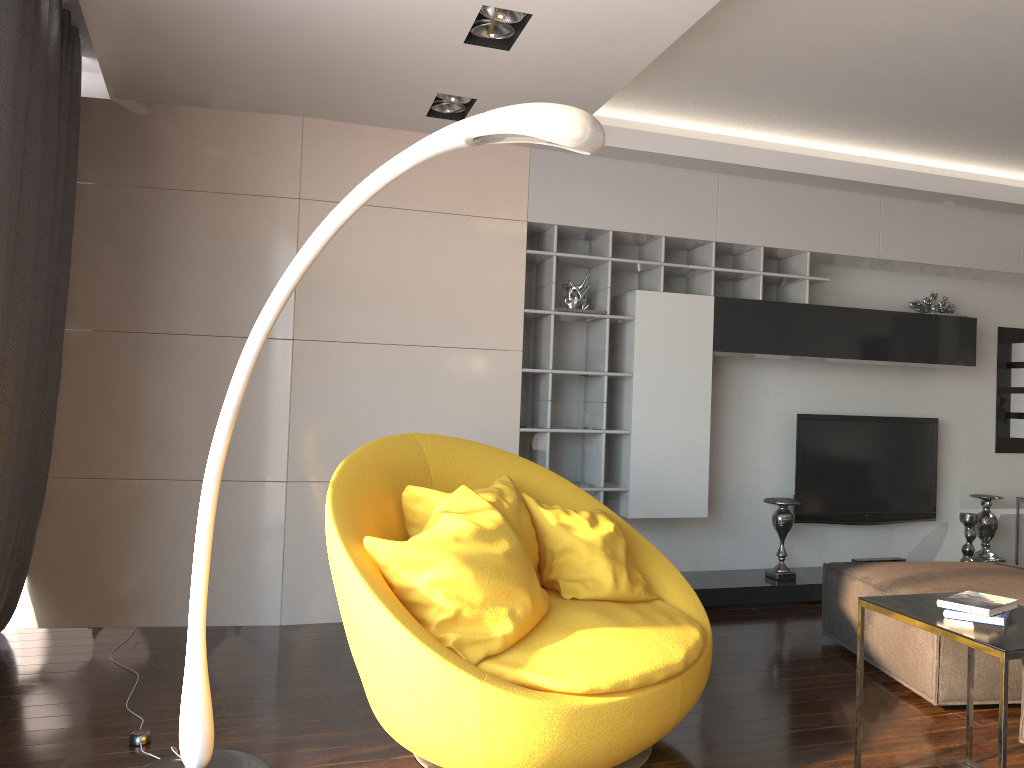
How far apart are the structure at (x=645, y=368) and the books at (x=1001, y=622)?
2.5 meters

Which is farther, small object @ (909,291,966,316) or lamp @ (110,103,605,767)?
small object @ (909,291,966,316)

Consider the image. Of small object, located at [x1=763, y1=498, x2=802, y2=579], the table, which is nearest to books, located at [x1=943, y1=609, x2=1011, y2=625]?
the table

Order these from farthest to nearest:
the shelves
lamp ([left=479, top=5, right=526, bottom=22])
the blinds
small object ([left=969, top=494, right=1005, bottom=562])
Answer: small object ([left=969, top=494, right=1005, bottom=562]) → the shelves → lamp ([left=479, top=5, right=526, bottom=22]) → the blinds

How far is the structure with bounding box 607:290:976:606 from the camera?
4.9 meters

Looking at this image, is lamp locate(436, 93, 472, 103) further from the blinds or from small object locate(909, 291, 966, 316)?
small object locate(909, 291, 966, 316)

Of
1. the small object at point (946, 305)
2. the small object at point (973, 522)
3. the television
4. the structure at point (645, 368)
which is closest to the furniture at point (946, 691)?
the structure at point (645, 368)

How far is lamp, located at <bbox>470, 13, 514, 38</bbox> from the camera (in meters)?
3.26

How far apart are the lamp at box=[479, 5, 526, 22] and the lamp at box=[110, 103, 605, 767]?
1.3m

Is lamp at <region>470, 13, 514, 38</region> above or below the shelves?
above
